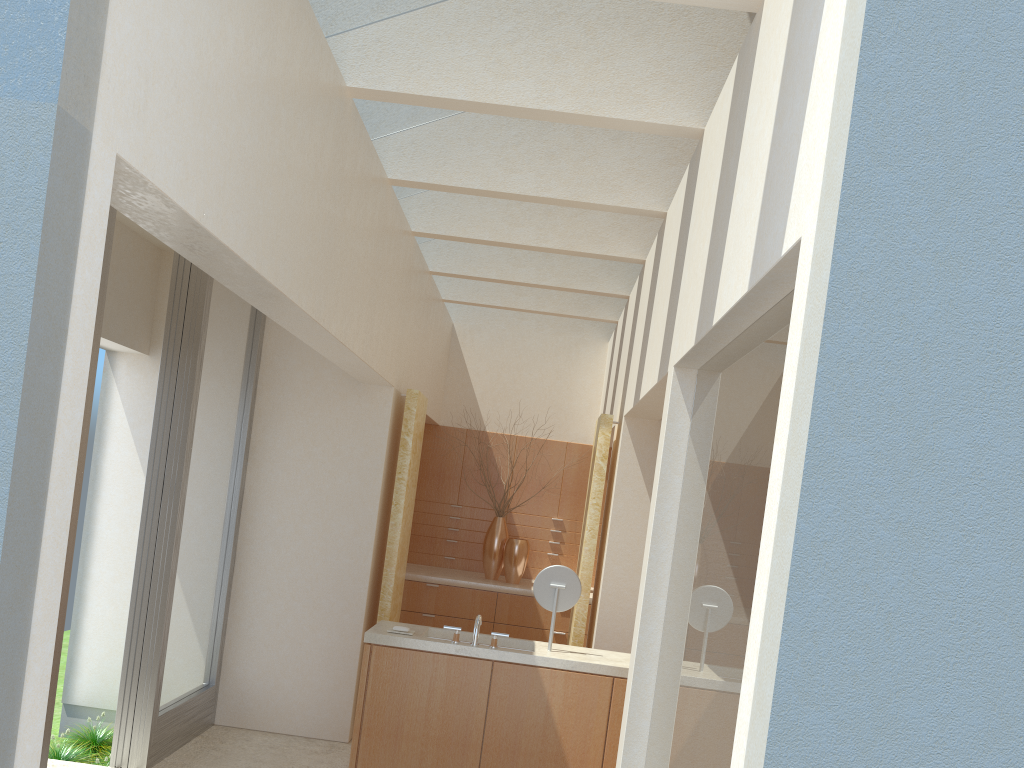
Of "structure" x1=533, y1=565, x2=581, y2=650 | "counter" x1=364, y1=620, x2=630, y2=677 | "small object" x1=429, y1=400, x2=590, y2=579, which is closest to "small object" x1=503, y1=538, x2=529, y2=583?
"small object" x1=429, y1=400, x2=590, y2=579

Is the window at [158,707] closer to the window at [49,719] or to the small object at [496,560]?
the window at [49,719]

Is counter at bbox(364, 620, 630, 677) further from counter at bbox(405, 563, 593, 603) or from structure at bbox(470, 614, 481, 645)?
counter at bbox(405, 563, 593, 603)

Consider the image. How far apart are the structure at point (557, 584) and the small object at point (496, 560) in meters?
7.3 m

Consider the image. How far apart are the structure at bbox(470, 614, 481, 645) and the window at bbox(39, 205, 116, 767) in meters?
4.7

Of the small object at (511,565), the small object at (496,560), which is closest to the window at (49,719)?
the small object at (511,565)

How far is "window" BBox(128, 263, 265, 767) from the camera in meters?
11.4

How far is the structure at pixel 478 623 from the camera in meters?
11.1 m

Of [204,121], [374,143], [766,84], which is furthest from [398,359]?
[766,84]

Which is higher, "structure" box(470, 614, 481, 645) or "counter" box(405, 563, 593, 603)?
"structure" box(470, 614, 481, 645)
